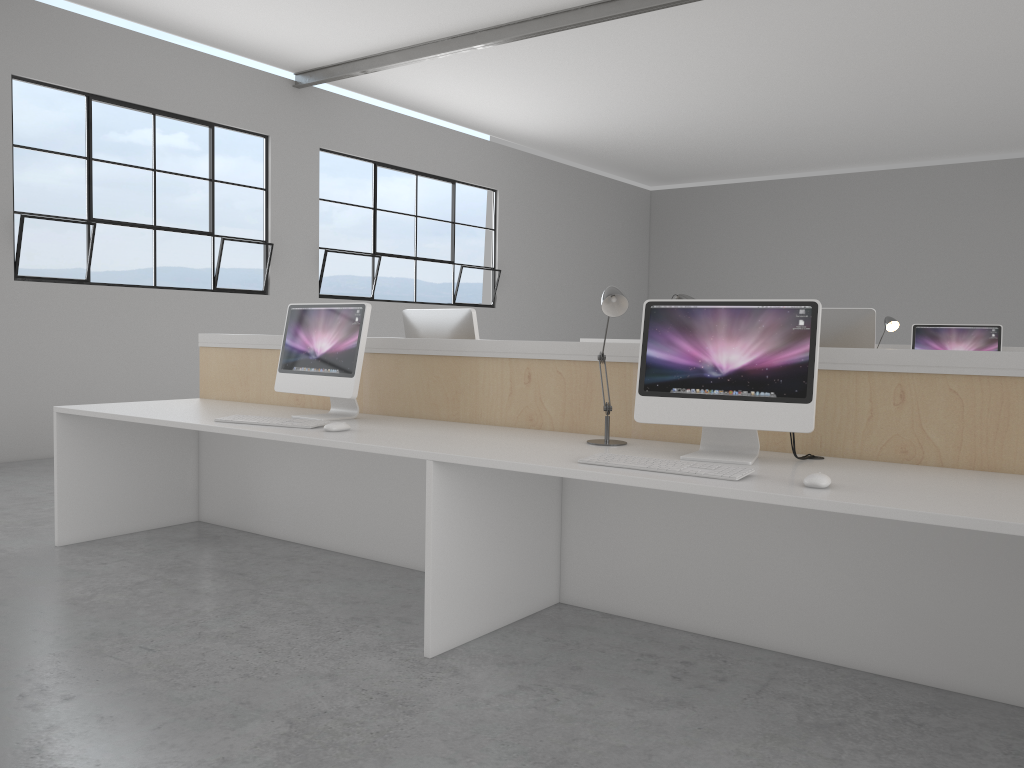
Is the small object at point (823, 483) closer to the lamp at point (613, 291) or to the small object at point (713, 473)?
the small object at point (713, 473)

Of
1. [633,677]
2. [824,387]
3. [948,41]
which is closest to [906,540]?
[824,387]

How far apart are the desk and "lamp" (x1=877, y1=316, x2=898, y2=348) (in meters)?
2.71

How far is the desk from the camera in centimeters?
191cm

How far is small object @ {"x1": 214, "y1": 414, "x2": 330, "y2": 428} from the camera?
2.6m

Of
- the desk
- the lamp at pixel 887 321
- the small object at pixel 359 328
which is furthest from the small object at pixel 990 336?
the small object at pixel 359 328

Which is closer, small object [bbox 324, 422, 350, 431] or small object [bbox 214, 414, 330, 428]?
small object [bbox 324, 422, 350, 431]

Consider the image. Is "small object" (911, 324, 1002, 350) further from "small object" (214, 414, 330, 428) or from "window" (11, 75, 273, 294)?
"window" (11, 75, 273, 294)

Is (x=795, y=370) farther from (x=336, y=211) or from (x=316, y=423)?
(x=336, y=211)

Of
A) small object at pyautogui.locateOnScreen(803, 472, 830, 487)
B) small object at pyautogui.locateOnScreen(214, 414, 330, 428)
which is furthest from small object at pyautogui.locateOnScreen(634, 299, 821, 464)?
small object at pyautogui.locateOnScreen(214, 414, 330, 428)
